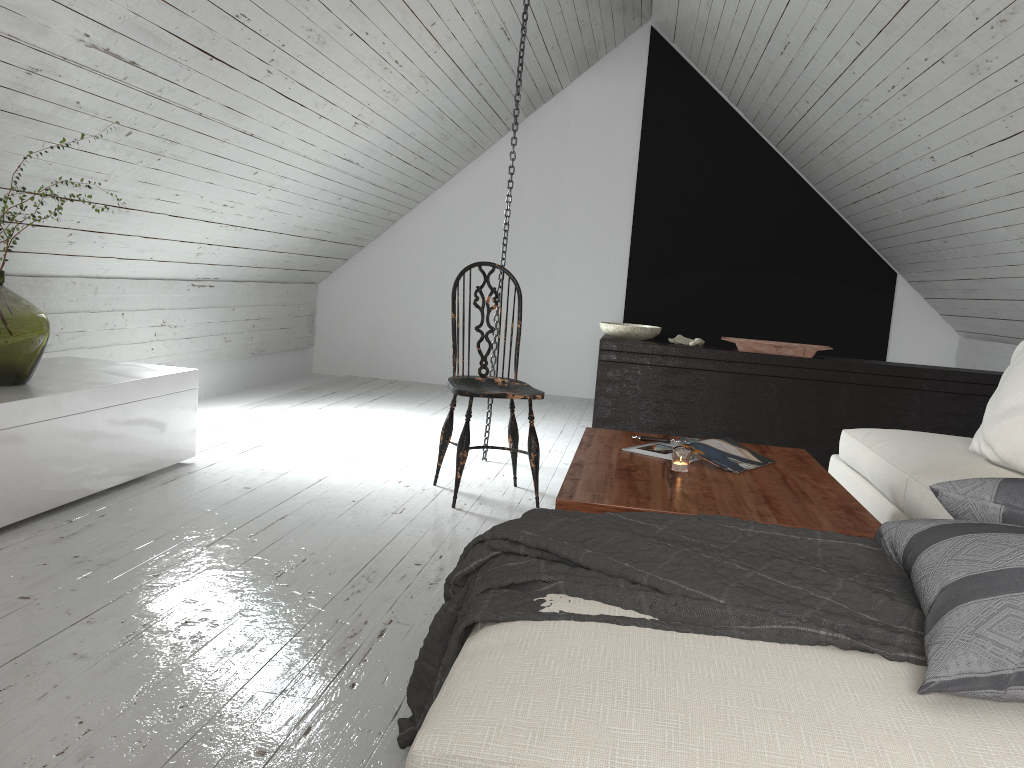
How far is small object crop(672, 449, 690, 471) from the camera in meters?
2.4

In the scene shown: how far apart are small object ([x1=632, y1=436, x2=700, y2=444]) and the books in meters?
0.0

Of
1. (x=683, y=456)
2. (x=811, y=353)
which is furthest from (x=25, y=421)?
(x=811, y=353)

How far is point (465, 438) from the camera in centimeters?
327cm

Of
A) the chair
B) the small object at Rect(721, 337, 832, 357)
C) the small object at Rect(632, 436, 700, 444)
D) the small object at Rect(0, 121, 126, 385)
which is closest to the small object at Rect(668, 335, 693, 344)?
the small object at Rect(721, 337, 832, 357)

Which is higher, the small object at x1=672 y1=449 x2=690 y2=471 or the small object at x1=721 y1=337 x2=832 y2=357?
the small object at x1=721 y1=337 x2=832 y2=357

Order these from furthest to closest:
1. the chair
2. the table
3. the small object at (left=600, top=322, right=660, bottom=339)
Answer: the small object at (left=600, top=322, right=660, bottom=339)
the chair
the table

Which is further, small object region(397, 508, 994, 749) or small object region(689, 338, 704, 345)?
small object region(689, 338, 704, 345)

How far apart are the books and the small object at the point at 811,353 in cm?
190

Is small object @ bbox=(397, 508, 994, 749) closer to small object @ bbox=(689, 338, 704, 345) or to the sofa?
the sofa
